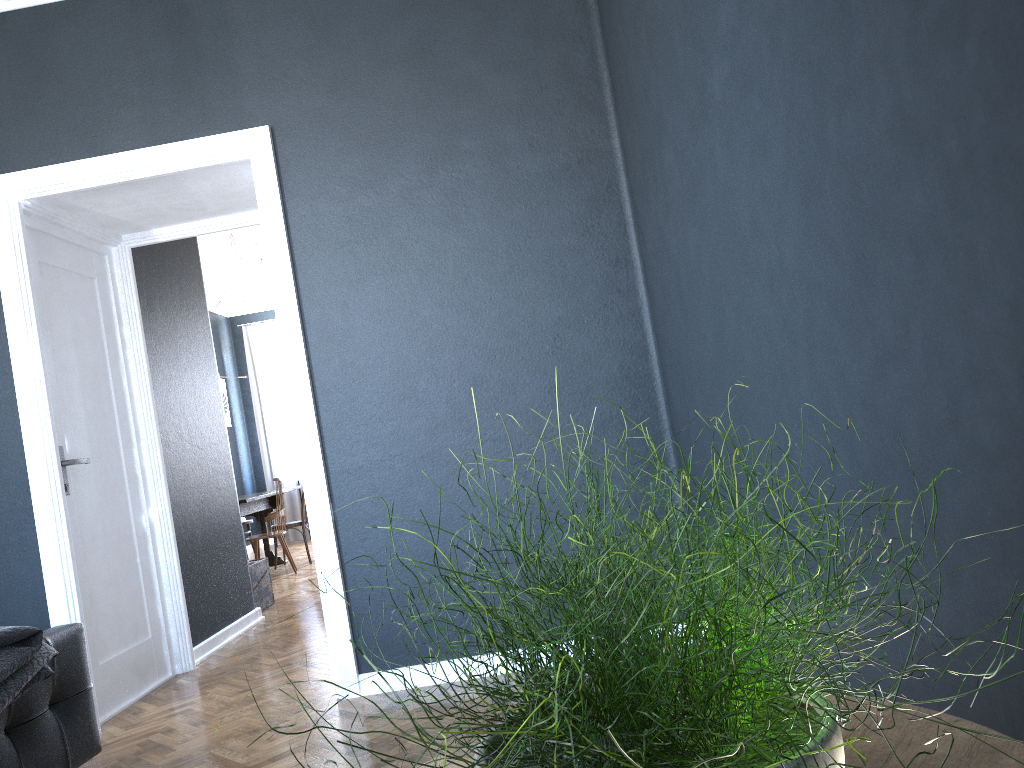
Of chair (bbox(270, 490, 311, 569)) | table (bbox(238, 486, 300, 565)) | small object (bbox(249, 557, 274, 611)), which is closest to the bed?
small object (bbox(249, 557, 274, 611))

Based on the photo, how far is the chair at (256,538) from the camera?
7.6m

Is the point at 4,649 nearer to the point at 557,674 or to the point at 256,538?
the point at 557,674

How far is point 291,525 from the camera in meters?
8.3

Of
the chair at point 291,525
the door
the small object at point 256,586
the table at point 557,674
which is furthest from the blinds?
the table at point 557,674

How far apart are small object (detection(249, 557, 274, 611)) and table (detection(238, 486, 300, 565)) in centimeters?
130cm

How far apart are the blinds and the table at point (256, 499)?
2.3 meters

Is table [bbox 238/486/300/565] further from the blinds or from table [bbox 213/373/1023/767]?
table [bbox 213/373/1023/767]

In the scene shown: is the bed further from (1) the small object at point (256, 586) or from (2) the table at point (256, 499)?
(2) the table at point (256, 499)

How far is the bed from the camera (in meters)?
2.29
